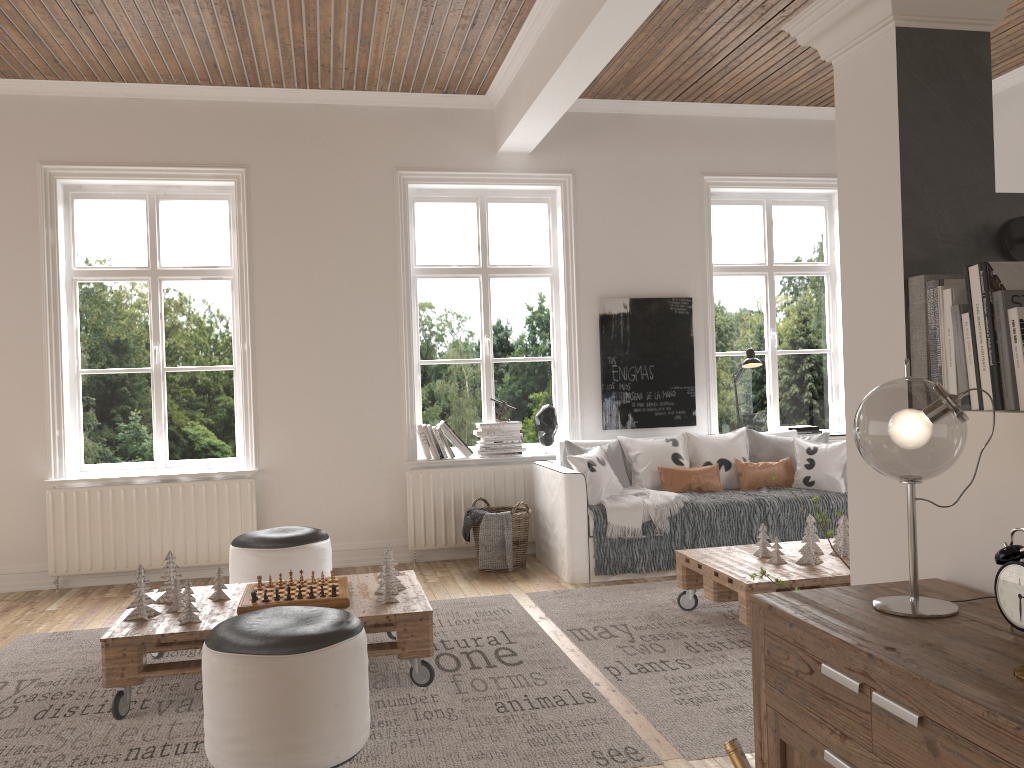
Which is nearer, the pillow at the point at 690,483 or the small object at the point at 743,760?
the small object at the point at 743,760

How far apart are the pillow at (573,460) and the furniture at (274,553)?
1.5m

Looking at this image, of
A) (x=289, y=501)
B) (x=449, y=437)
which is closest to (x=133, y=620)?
(x=289, y=501)

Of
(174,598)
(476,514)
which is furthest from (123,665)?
(476,514)

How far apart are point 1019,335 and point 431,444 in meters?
4.6 m

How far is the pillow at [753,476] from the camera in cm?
561

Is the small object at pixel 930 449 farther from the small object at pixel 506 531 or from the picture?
the picture

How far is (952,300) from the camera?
1.7m

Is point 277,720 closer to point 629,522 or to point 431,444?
point 629,522

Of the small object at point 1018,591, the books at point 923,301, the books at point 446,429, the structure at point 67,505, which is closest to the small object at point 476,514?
the books at point 446,429
